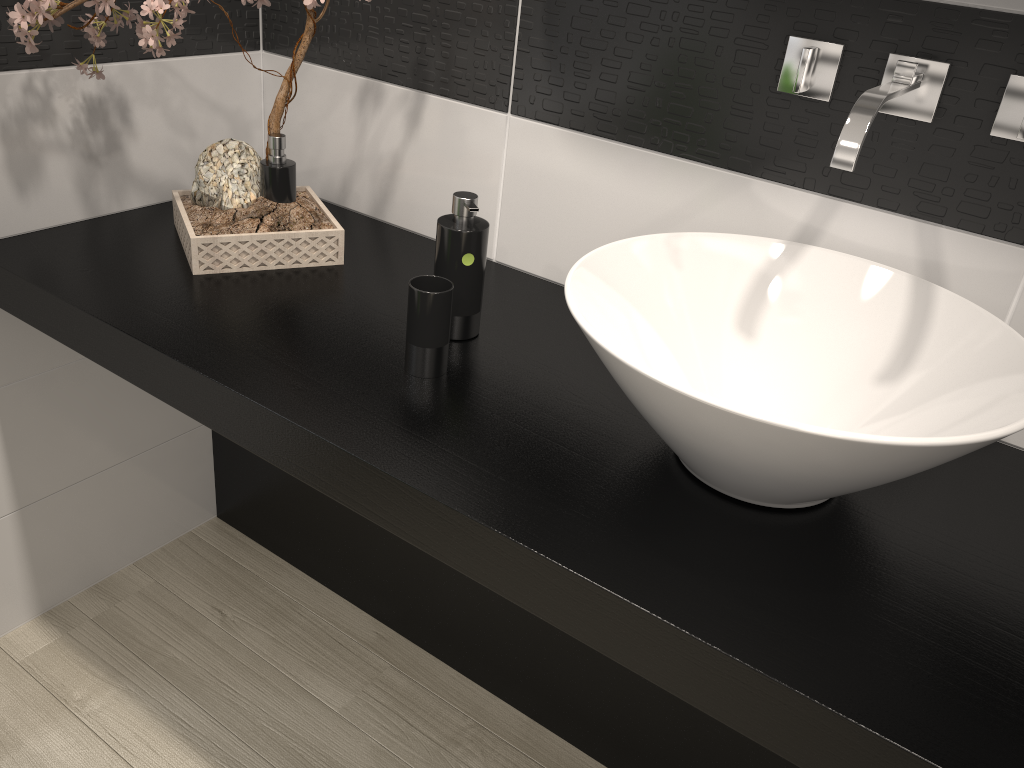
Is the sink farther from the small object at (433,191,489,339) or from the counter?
the small object at (433,191,489,339)

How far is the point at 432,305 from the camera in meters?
1.2

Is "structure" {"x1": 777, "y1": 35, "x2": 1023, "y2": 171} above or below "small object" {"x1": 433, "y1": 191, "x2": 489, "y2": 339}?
above

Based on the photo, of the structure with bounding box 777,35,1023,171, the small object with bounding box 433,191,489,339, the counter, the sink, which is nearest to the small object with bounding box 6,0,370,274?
the counter

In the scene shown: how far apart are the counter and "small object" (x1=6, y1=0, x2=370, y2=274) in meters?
0.0

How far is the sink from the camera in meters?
0.9 m

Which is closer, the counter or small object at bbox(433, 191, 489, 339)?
the counter

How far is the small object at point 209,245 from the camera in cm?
149

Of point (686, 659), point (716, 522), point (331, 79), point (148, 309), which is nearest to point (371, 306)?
point (148, 309)

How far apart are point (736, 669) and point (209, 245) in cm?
109
